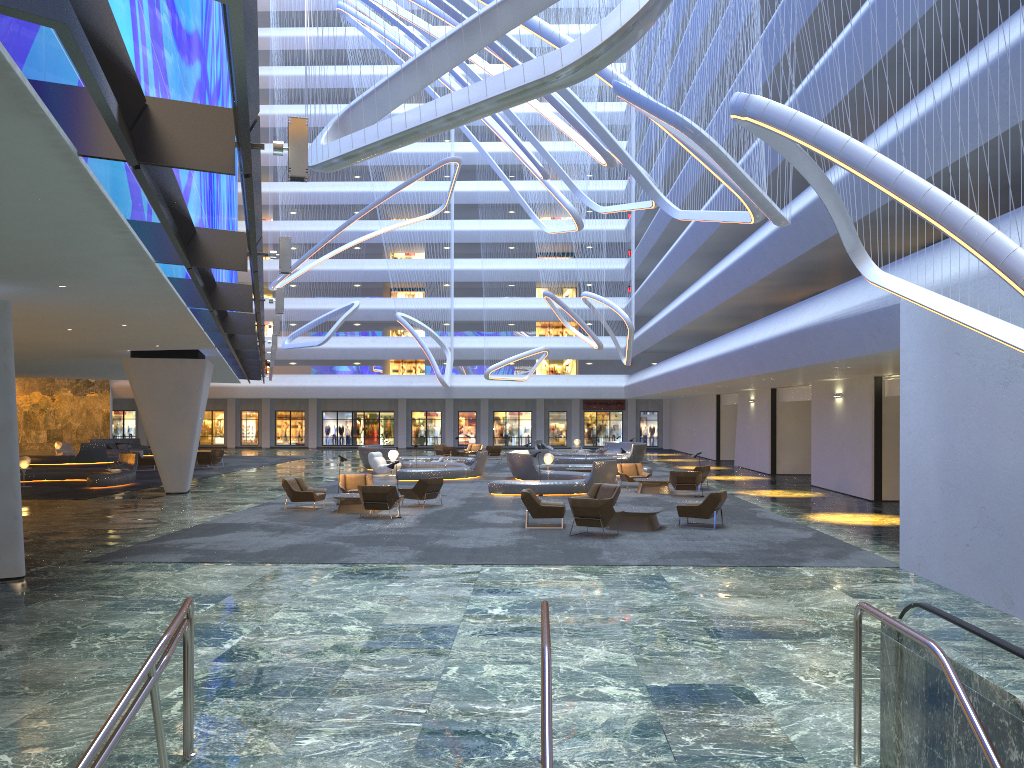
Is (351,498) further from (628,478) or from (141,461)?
(141,461)

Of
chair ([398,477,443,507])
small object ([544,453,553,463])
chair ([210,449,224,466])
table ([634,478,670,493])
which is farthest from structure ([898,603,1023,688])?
chair ([210,449,224,466])

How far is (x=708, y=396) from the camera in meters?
47.8 m

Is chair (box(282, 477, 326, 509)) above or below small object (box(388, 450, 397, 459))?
below

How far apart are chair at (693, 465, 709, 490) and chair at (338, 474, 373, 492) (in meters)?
10.54

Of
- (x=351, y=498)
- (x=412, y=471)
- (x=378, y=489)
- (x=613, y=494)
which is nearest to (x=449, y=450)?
(x=412, y=471)

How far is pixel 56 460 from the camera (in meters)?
40.87

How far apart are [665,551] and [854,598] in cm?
421

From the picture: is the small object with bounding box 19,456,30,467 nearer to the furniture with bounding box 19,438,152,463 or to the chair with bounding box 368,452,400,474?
the chair with bounding box 368,452,400,474

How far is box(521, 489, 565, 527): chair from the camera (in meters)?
18.18
